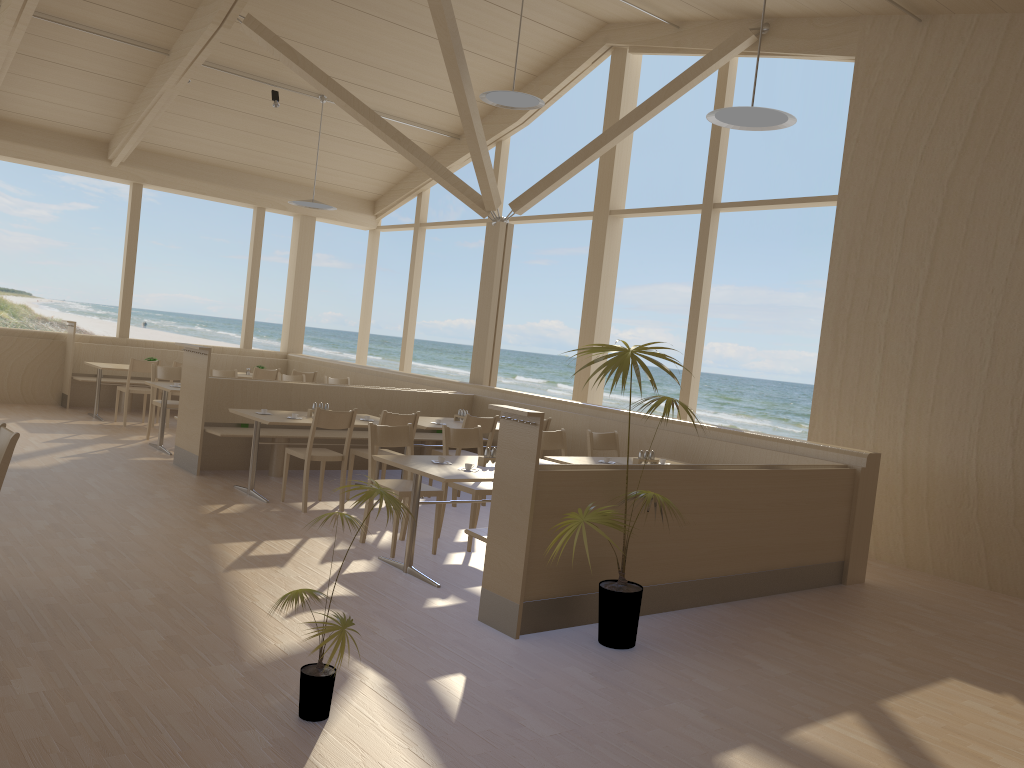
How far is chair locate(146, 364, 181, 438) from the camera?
9.3m

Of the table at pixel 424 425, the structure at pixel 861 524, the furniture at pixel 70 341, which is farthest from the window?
the table at pixel 424 425

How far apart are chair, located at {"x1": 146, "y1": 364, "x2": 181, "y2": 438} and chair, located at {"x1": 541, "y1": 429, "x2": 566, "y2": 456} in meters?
4.3 m

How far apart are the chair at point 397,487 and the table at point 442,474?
0.21m

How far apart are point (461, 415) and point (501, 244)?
2.39m

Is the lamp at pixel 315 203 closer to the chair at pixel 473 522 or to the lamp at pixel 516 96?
the lamp at pixel 516 96

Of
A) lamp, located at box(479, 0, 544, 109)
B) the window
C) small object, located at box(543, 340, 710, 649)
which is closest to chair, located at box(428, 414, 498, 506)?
the window

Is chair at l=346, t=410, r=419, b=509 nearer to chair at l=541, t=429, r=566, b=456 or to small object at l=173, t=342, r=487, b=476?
small object at l=173, t=342, r=487, b=476

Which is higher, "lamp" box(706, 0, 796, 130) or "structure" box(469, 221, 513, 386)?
"lamp" box(706, 0, 796, 130)

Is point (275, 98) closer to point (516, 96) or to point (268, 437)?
point (516, 96)
